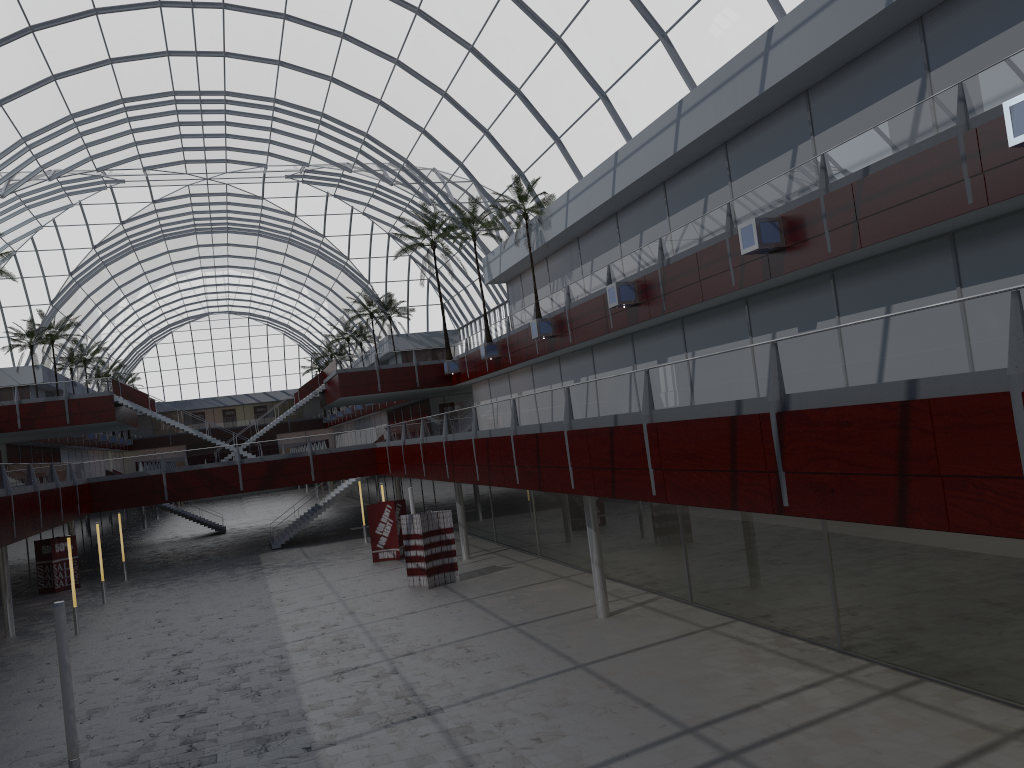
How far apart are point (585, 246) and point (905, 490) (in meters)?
35.29

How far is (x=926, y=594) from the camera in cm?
1904

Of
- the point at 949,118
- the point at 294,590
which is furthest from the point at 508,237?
the point at 949,118

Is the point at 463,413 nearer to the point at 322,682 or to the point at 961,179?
the point at 322,682
